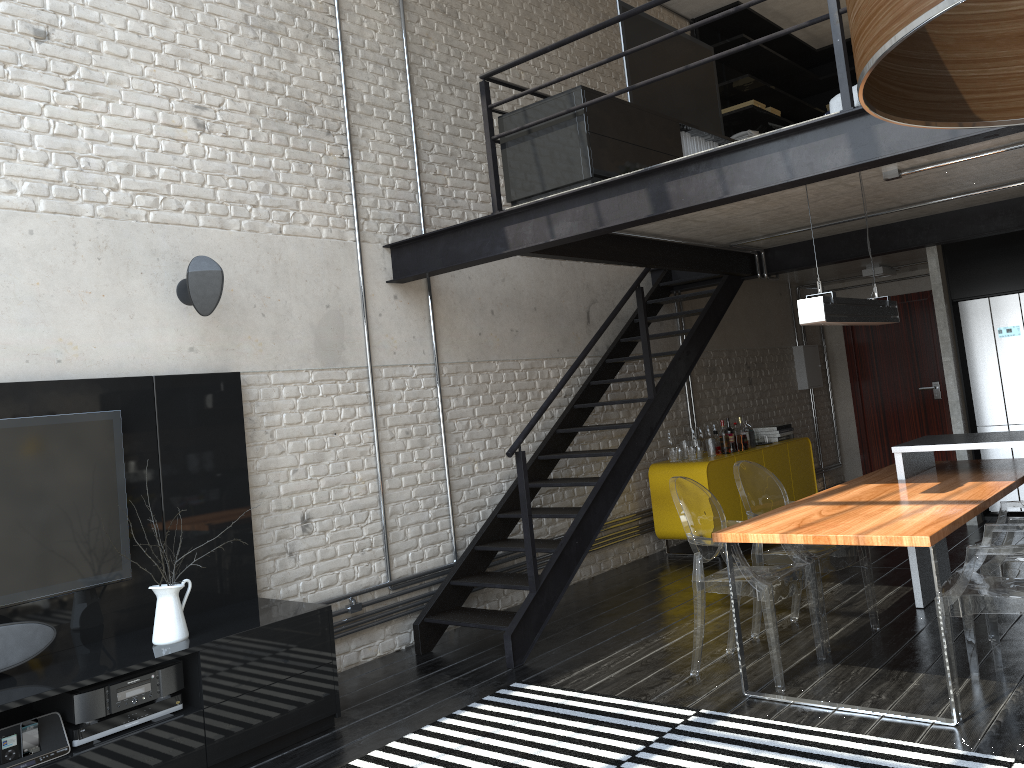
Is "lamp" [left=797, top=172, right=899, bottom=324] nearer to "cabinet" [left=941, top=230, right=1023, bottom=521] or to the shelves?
"cabinet" [left=941, top=230, right=1023, bottom=521]

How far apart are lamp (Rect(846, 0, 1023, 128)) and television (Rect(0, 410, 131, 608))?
3.80m

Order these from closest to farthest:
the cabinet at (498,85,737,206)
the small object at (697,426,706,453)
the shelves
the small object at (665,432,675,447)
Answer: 1. the cabinet at (498,85,737,206)
2. the small object at (665,432,675,447)
3. the small object at (697,426,706,453)
4. the shelves

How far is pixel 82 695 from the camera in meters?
3.4 m

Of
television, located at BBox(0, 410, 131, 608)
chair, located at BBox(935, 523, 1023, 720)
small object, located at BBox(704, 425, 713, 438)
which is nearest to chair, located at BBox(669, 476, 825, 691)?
chair, located at BBox(935, 523, 1023, 720)

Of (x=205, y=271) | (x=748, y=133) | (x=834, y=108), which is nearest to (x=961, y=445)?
(x=834, y=108)

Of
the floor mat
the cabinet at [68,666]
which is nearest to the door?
the floor mat

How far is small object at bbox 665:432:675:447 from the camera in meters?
7.6

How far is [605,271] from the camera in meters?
7.6 m

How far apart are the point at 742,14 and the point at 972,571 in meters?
7.4
